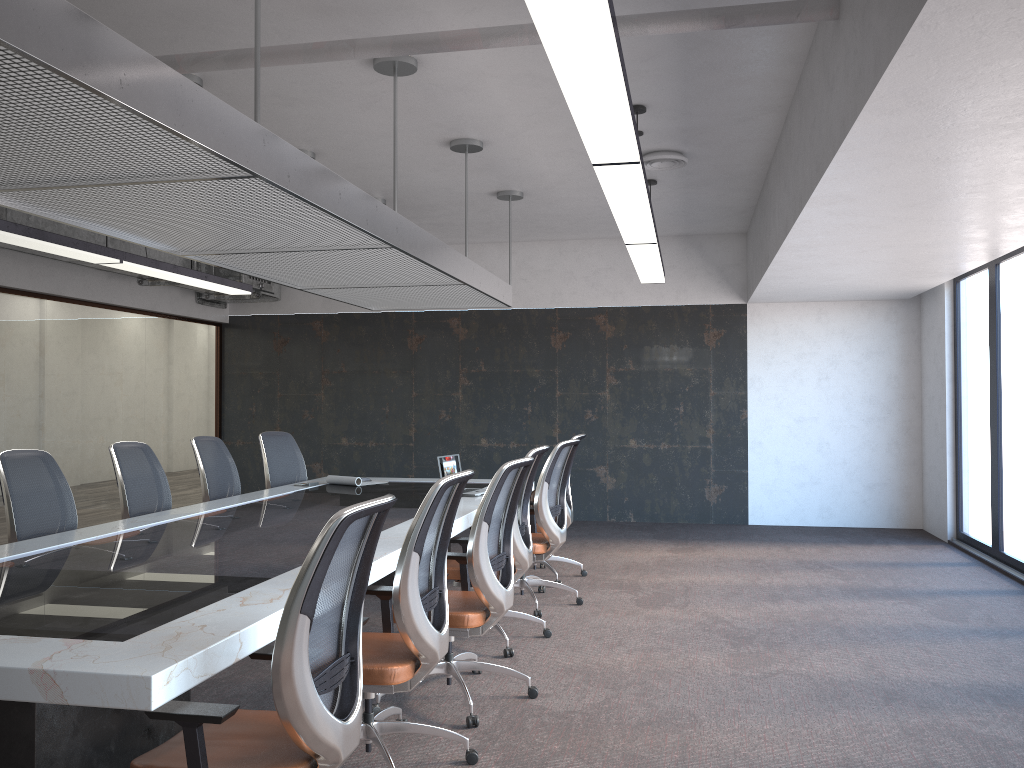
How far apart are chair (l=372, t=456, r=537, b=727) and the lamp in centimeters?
134cm

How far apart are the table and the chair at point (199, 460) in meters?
0.4 m

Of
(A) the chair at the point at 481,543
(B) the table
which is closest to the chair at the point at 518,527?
(B) the table

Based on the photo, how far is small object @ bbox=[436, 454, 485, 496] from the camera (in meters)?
6.38

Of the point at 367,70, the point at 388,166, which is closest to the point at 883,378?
the point at 388,166

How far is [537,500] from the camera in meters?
5.9

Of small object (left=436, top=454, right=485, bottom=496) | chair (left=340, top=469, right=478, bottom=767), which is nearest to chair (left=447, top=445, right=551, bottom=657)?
small object (left=436, top=454, right=485, bottom=496)

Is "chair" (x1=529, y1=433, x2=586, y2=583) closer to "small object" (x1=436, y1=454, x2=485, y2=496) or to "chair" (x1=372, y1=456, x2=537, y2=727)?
"small object" (x1=436, y1=454, x2=485, y2=496)

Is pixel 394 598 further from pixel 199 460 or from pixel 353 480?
pixel 353 480

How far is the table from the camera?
2.27m
